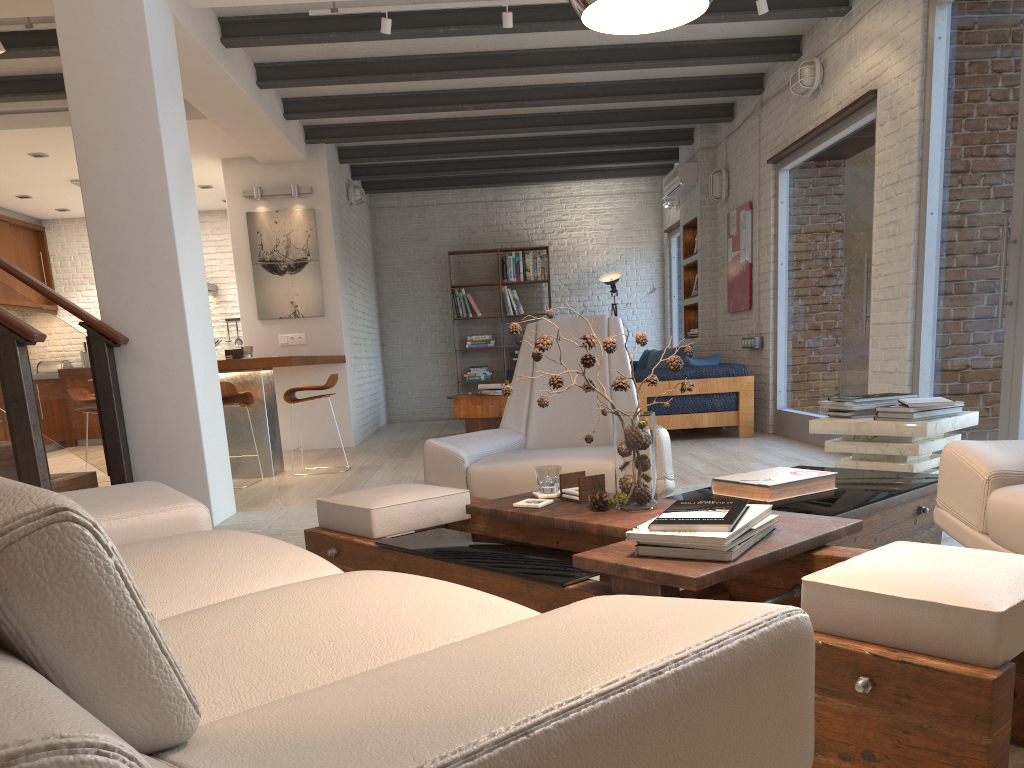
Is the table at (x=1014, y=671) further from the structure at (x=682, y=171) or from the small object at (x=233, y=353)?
the structure at (x=682, y=171)

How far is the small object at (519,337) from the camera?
11.98m

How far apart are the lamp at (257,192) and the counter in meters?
1.8 m

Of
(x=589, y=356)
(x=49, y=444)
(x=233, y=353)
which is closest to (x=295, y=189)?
(x=233, y=353)

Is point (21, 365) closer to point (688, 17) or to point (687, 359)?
point (688, 17)

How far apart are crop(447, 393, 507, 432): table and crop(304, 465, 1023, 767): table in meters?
5.4 m

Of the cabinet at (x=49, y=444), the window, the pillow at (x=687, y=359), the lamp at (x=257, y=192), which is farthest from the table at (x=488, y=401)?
the cabinet at (x=49, y=444)

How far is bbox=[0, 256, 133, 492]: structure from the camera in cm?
375

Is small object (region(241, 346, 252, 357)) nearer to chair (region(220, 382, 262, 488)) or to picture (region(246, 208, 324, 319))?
chair (region(220, 382, 262, 488))

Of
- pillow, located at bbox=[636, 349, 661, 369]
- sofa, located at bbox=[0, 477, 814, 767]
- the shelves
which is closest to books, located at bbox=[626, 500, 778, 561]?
sofa, located at bbox=[0, 477, 814, 767]
